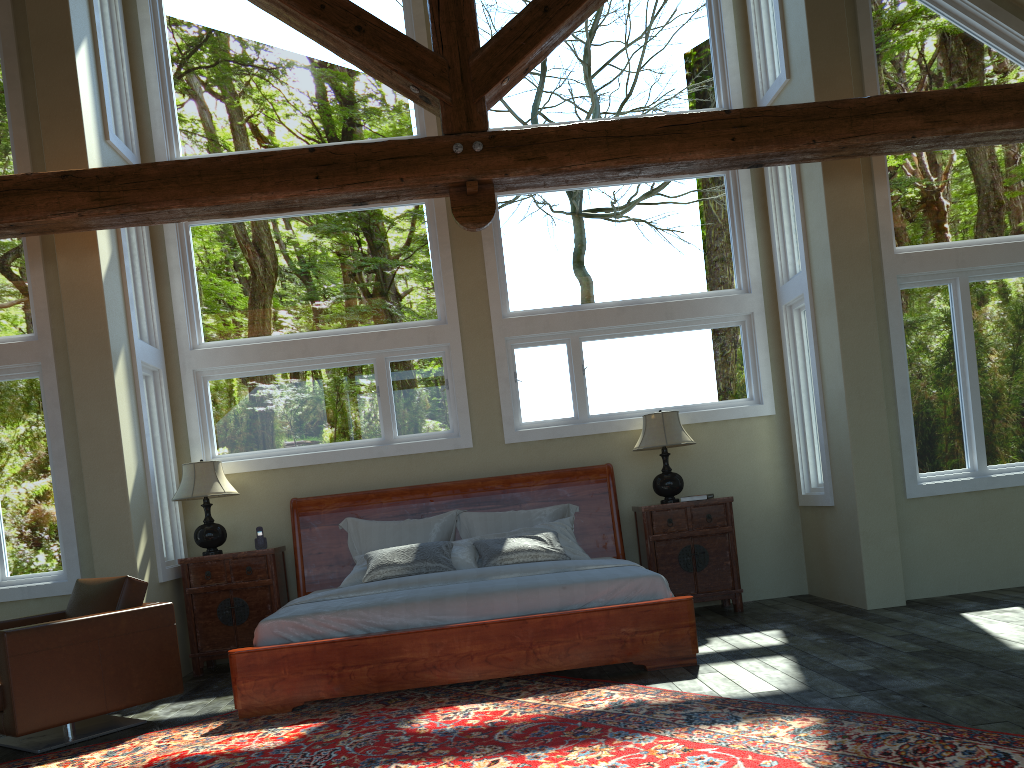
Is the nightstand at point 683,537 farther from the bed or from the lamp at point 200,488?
the lamp at point 200,488

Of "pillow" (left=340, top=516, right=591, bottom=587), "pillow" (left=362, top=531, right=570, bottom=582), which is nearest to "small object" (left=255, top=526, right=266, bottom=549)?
"pillow" (left=340, top=516, right=591, bottom=587)

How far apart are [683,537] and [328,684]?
3.17m

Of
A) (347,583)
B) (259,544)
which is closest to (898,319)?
(347,583)

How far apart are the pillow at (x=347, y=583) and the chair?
→ 1.44m

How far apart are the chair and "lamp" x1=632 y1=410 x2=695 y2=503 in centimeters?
370cm

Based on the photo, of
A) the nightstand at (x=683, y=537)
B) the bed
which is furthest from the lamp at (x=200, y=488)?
the nightstand at (x=683, y=537)

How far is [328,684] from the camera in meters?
5.1

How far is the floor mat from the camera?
3.3m

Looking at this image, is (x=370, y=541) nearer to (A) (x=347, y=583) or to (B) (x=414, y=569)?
(A) (x=347, y=583)
